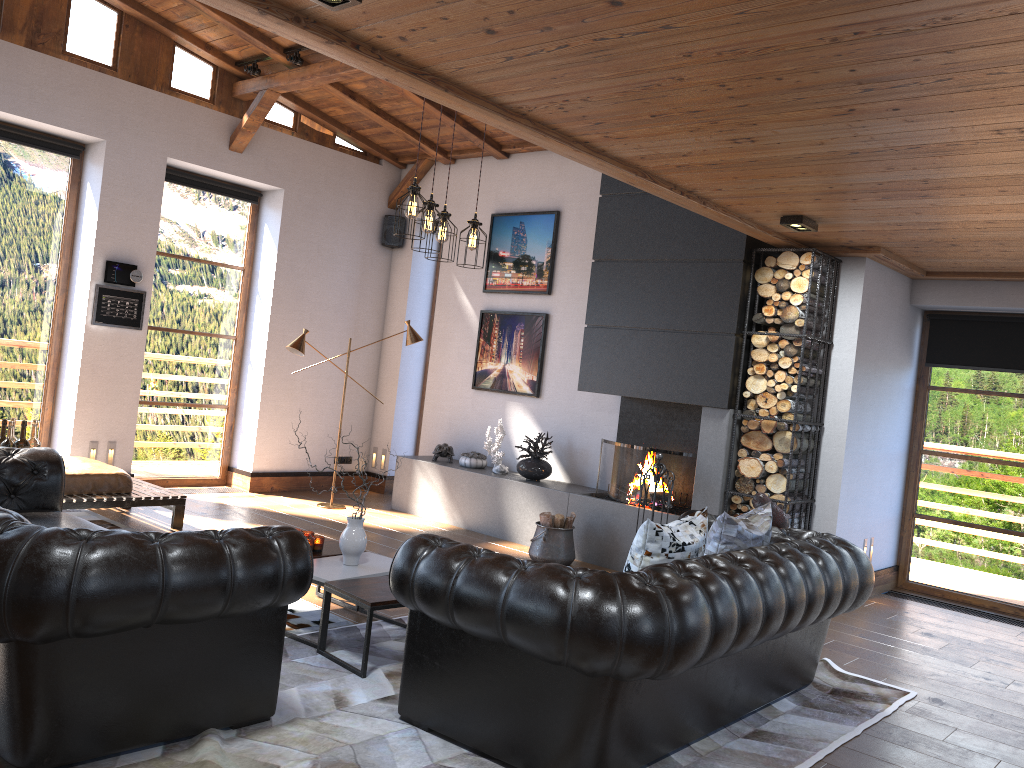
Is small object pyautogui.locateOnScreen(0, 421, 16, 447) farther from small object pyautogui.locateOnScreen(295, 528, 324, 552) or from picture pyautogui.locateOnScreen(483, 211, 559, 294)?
picture pyautogui.locateOnScreen(483, 211, 559, 294)

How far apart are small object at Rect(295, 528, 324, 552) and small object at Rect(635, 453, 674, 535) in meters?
2.7

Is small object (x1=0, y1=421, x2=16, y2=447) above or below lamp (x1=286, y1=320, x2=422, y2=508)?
below

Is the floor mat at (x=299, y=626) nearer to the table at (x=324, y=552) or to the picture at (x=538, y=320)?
the table at (x=324, y=552)

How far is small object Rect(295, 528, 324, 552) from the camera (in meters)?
4.97

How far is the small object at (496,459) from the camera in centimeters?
823cm

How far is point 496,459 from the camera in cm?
823

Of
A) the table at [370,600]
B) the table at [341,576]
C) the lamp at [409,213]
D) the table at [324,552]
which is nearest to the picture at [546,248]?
the lamp at [409,213]

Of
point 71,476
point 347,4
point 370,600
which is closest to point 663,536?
point 370,600

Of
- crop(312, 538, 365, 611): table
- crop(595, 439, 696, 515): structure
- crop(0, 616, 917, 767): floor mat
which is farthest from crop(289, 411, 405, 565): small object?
crop(595, 439, 696, 515): structure
